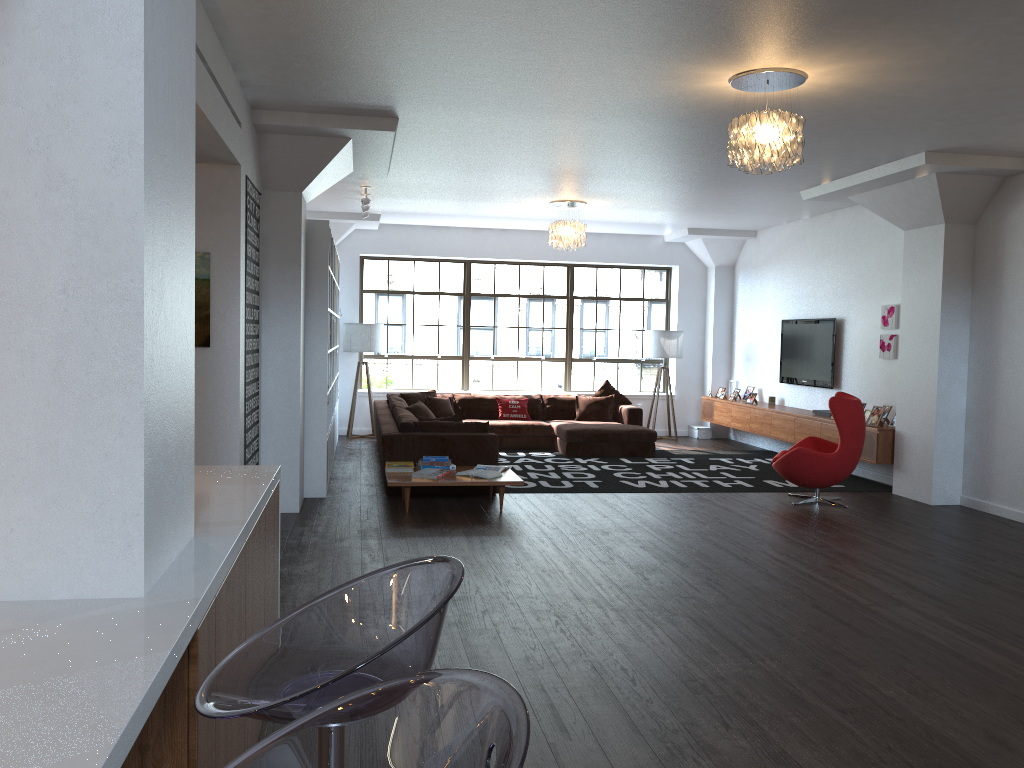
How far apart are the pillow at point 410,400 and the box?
4.0 meters

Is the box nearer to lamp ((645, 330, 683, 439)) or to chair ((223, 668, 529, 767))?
lamp ((645, 330, 683, 439))

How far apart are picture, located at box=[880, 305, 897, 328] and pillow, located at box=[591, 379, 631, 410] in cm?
375

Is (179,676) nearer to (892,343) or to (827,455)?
(827,455)

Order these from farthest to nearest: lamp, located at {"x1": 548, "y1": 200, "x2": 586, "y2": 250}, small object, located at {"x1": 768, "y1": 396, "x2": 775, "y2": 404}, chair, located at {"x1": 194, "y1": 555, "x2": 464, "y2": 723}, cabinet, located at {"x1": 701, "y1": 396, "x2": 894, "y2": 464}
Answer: small object, located at {"x1": 768, "y1": 396, "x2": 775, "y2": 404} → lamp, located at {"x1": 548, "y1": 200, "x2": 586, "y2": 250} → cabinet, located at {"x1": 701, "y1": 396, "x2": 894, "y2": 464} → chair, located at {"x1": 194, "y1": 555, "x2": 464, "y2": 723}

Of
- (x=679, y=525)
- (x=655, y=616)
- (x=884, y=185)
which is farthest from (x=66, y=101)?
(x=884, y=185)

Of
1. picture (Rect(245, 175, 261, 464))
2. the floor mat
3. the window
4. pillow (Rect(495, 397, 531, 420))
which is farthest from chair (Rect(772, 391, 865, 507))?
the window

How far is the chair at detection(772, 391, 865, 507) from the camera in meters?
7.7

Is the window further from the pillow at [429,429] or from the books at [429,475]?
the books at [429,475]

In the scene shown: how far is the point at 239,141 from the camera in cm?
557
